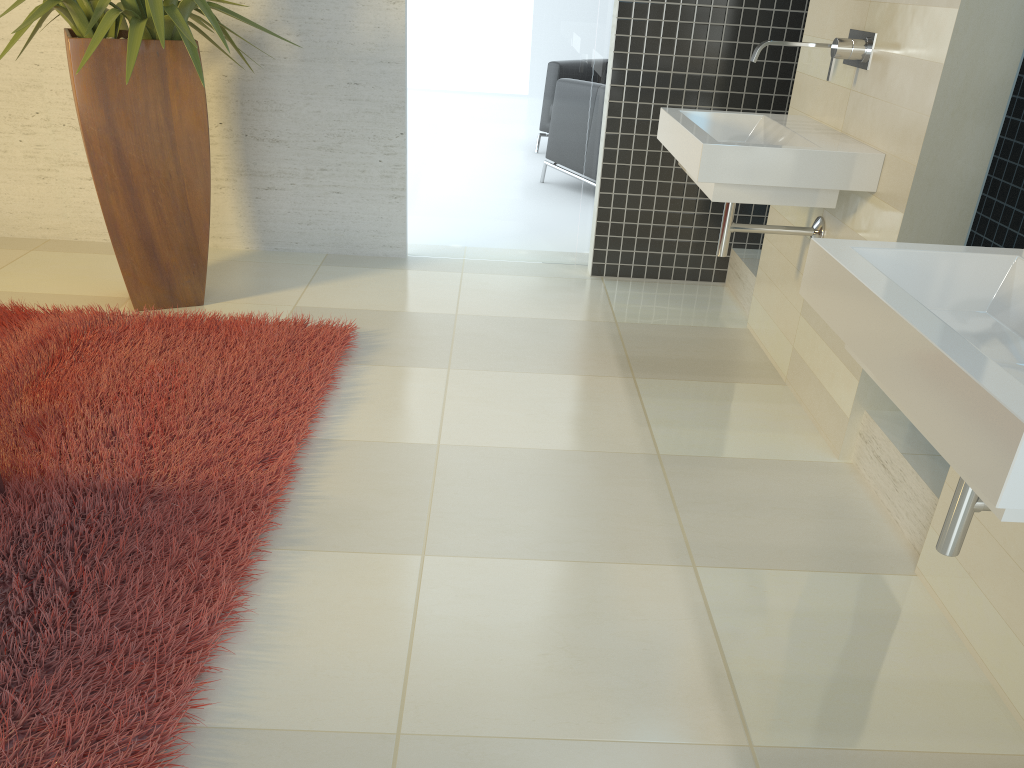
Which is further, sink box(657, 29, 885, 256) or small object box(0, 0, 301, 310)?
small object box(0, 0, 301, 310)

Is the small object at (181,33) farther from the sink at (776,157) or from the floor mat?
the sink at (776,157)

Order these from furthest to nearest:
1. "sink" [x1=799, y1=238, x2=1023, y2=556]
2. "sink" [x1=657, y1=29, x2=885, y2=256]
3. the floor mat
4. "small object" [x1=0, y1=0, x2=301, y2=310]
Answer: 1. "small object" [x1=0, y1=0, x2=301, y2=310]
2. "sink" [x1=657, y1=29, x2=885, y2=256]
3. the floor mat
4. "sink" [x1=799, y1=238, x2=1023, y2=556]

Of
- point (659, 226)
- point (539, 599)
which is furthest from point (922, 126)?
point (659, 226)

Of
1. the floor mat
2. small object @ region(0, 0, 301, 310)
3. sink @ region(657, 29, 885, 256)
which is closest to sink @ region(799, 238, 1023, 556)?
sink @ region(657, 29, 885, 256)

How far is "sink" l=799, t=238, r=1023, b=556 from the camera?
1.12m

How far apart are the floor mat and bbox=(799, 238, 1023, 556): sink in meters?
1.4 m

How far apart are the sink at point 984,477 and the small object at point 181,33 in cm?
246

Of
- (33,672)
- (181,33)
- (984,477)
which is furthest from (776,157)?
(33,672)

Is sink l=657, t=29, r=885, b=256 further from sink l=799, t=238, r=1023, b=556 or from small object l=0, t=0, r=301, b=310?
small object l=0, t=0, r=301, b=310
